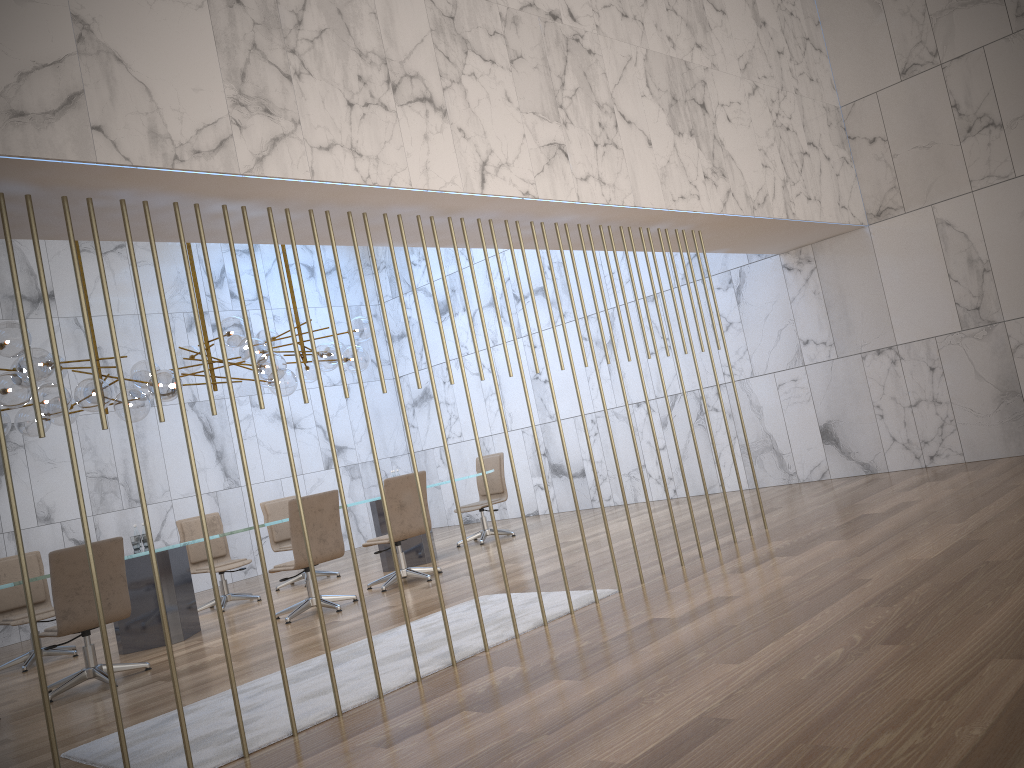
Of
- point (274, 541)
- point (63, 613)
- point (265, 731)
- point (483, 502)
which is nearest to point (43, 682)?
point (265, 731)

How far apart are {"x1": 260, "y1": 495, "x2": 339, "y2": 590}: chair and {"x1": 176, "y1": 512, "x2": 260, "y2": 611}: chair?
0.6m

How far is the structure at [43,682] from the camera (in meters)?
3.28

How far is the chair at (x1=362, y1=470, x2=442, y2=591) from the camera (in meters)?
8.06

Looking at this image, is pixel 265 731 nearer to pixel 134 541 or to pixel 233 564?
pixel 134 541

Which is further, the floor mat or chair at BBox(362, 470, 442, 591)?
chair at BBox(362, 470, 442, 591)

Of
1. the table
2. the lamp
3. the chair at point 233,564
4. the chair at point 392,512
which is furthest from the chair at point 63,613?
the chair at point 233,564

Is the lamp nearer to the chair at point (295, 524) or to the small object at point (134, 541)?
the small object at point (134, 541)

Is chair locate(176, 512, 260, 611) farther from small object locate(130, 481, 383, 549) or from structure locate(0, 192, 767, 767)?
structure locate(0, 192, 767, 767)

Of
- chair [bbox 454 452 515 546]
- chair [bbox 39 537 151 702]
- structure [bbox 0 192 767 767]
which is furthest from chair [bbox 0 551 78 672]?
structure [bbox 0 192 767 767]
